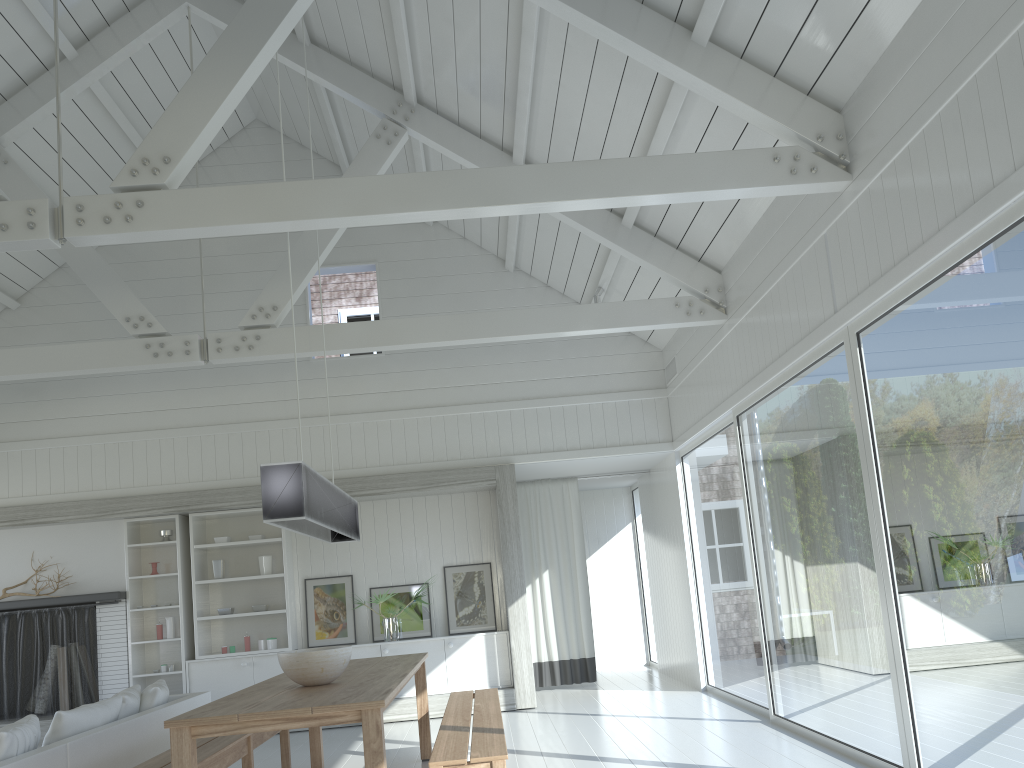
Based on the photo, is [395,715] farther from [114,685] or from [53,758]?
[53,758]

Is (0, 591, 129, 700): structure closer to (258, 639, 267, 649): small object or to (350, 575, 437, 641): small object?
(258, 639, 267, 649): small object

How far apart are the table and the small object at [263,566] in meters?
2.8 m

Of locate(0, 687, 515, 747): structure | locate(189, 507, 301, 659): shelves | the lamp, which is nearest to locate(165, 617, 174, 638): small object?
locate(189, 507, 301, 659): shelves

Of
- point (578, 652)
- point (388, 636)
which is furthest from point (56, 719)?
point (578, 652)

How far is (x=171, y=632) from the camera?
8.6m

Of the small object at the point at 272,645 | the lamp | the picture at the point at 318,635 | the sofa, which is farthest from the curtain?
the lamp

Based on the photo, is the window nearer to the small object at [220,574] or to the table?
the table

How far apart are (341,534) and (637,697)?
3.94m

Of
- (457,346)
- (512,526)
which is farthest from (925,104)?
(457,346)
